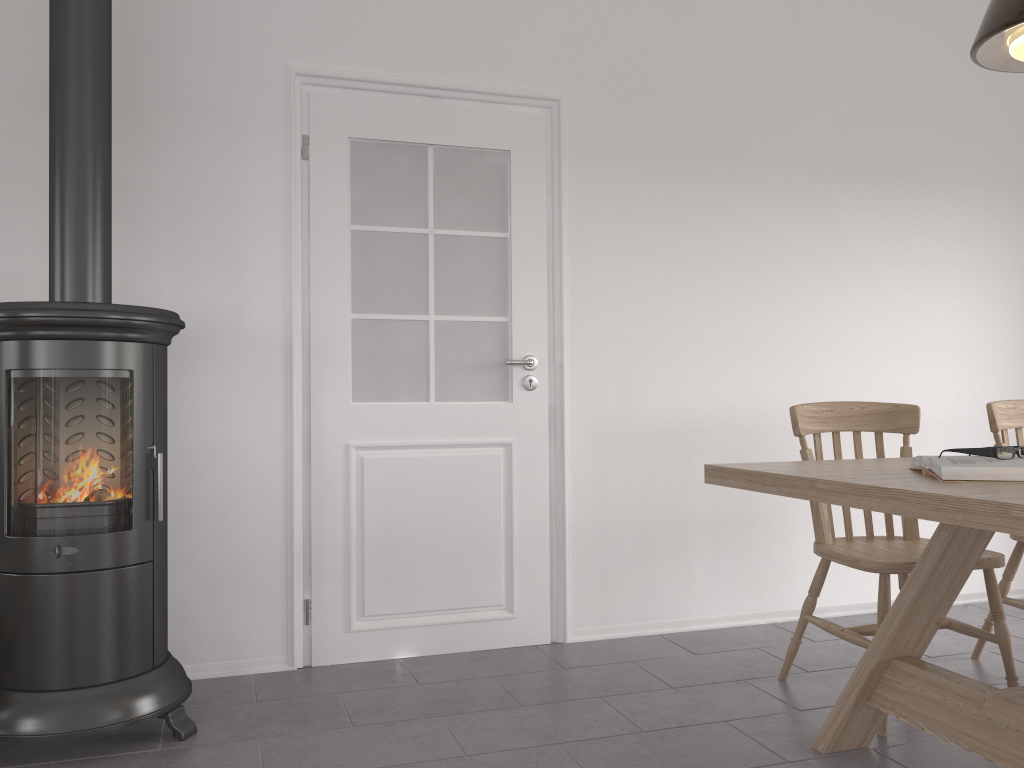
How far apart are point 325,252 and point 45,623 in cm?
147

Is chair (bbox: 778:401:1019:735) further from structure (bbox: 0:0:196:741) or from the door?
structure (bbox: 0:0:196:741)

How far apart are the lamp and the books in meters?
0.9 m

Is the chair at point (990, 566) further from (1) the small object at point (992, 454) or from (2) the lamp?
(2) the lamp

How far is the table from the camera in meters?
1.5 m

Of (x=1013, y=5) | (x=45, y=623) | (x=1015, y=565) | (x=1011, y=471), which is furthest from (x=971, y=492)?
(x=45, y=623)

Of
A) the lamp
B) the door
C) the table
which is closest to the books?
the table

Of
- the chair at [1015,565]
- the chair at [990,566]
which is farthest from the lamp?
the chair at [1015,565]

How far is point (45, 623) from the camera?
2.3 meters

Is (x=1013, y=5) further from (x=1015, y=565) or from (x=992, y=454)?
(x=1015, y=565)
